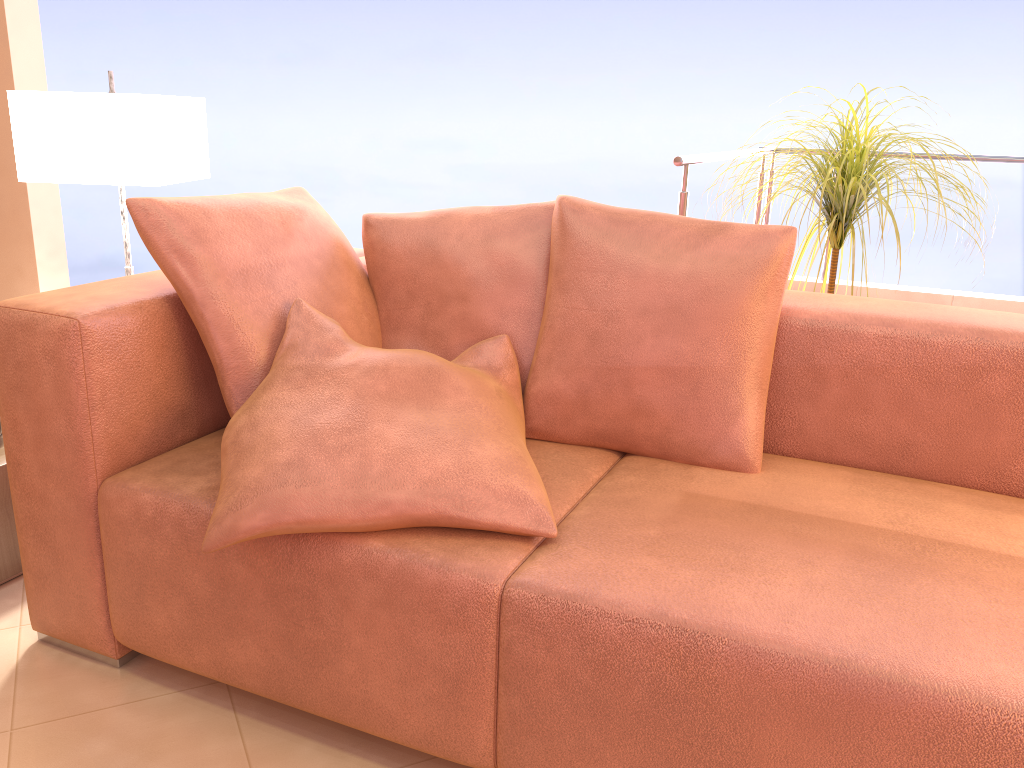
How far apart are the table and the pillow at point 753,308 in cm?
109

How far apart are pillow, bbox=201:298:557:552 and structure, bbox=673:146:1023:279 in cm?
91

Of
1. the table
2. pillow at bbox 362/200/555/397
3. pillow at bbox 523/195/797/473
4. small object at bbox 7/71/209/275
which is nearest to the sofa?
pillow at bbox 523/195/797/473

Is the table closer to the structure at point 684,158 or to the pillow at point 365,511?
the pillow at point 365,511

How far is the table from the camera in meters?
1.8 m

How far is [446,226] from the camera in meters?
1.8 m

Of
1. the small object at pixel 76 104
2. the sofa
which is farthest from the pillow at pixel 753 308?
the small object at pixel 76 104

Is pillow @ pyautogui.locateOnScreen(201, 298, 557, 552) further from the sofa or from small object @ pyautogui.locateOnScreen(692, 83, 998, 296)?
small object @ pyautogui.locateOnScreen(692, 83, 998, 296)

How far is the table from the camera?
Result: 1.8m

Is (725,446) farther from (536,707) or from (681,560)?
(536,707)
